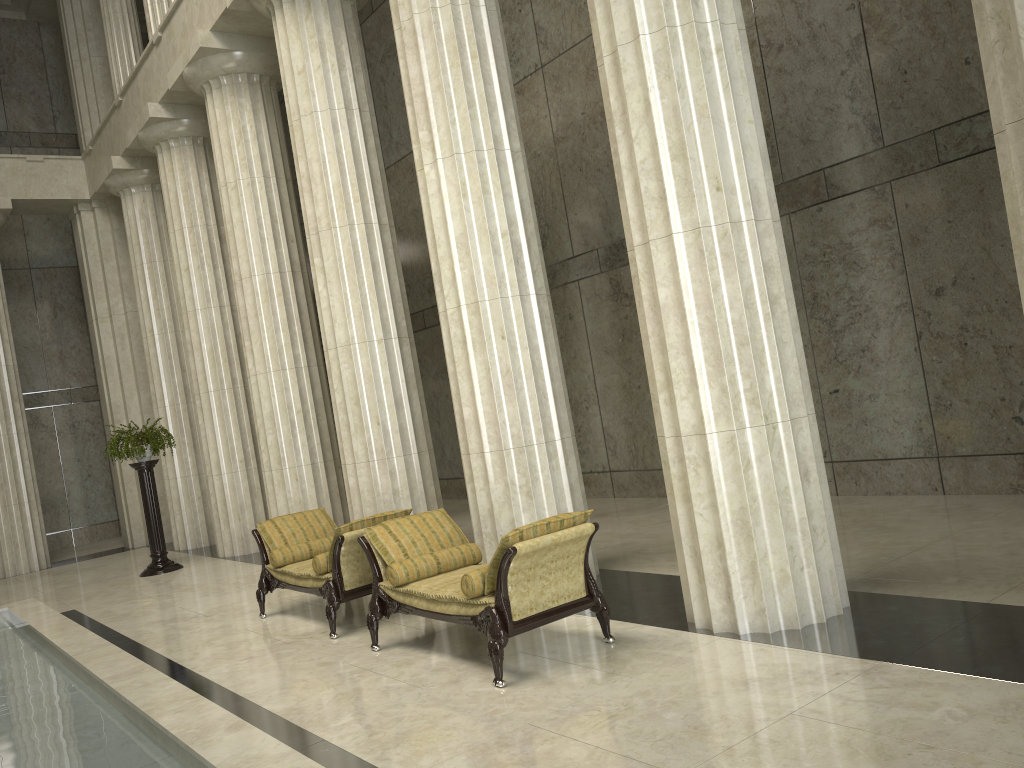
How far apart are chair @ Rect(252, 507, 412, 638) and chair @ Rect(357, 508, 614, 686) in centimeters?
38cm

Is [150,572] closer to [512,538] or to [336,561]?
[336,561]

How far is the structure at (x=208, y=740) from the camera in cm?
443

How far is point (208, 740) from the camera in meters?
4.4

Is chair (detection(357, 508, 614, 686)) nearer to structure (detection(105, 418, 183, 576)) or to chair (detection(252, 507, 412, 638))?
chair (detection(252, 507, 412, 638))

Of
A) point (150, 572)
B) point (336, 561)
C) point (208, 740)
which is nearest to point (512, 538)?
point (208, 740)

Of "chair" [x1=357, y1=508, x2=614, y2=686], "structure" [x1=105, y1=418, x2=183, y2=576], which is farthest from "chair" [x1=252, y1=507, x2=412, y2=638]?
"structure" [x1=105, y1=418, x2=183, y2=576]

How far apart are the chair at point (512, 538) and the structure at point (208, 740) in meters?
1.6

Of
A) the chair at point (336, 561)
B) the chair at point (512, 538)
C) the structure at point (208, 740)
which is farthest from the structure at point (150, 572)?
the chair at point (512, 538)

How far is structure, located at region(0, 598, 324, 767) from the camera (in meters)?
4.43
